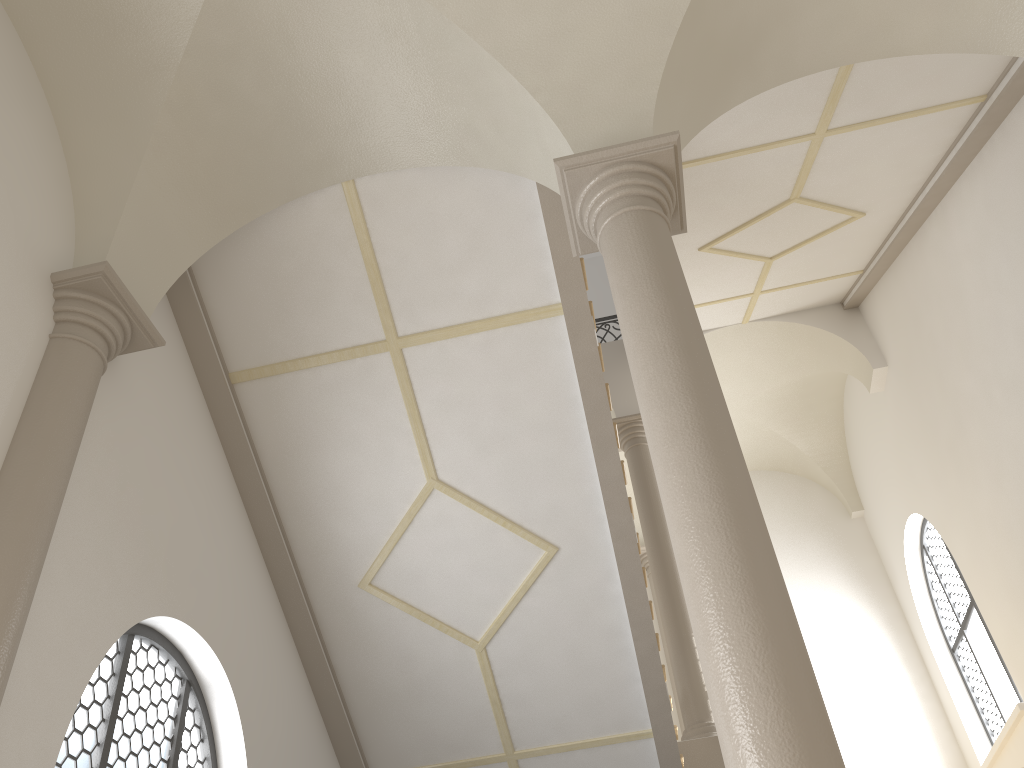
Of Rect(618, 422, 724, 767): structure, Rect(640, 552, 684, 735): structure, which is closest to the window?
Rect(618, 422, 724, 767): structure

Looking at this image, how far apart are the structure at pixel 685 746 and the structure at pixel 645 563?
3.11m

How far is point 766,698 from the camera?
2.9m

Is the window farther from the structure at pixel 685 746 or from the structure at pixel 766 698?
the structure at pixel 766 698

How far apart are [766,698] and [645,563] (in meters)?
11.36

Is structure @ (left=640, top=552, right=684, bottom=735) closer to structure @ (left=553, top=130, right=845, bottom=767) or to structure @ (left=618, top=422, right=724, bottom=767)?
structure @ (left=618, top=422, right=724, bottom=767)

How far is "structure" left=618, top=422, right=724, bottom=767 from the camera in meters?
8.8

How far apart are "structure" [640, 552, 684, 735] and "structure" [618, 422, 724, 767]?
3.1m

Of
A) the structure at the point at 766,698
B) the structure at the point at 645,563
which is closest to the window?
the structure at the point at 645,563

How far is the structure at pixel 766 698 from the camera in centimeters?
291cm
